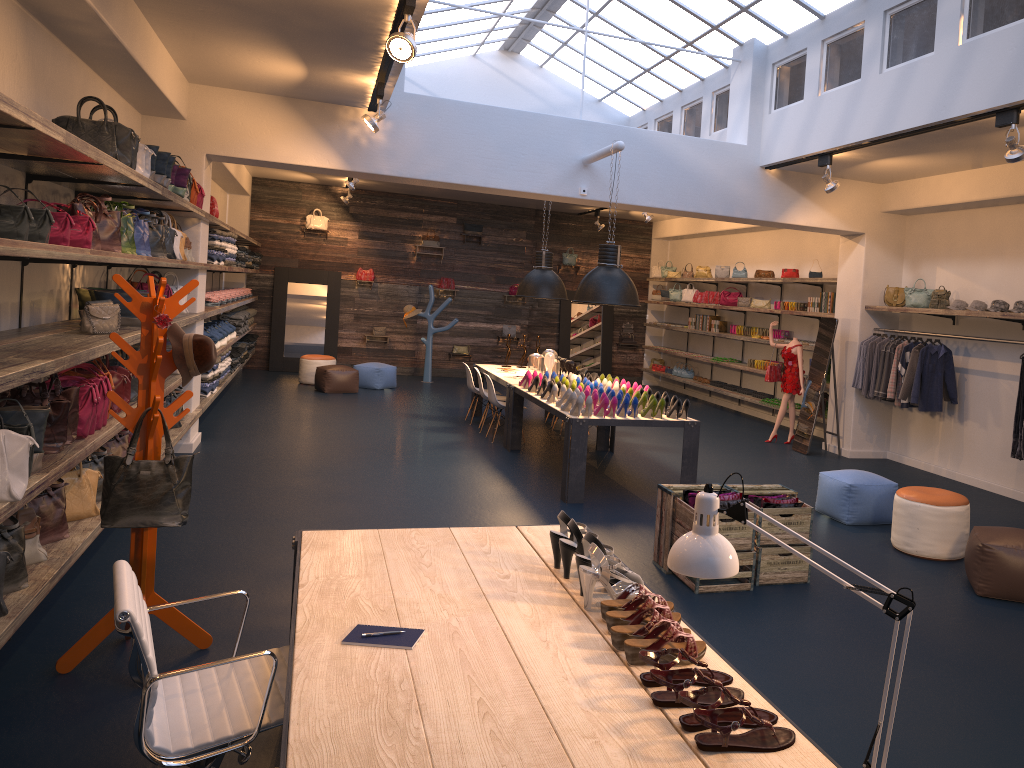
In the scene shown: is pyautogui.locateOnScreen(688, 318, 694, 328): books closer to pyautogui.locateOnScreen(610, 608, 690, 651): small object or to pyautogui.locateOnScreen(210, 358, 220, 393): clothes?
pyautogui.locateOnScreen(210, 358, 220, 393): clothes

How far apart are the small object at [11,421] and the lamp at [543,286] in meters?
Result: 7.5 m

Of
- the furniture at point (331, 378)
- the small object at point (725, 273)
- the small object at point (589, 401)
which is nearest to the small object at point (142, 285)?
→ the small object at point (589, 401)

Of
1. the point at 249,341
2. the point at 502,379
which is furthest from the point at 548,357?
the point at 249,341

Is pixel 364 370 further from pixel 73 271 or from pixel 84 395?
pixel 84 395

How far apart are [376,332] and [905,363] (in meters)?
10.28

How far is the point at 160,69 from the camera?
7.1 meters

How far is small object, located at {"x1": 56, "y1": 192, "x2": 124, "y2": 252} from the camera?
5.3m

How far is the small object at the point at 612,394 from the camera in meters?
8.2 m

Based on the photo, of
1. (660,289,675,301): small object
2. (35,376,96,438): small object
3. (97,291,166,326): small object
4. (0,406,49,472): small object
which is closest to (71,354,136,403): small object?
(97,291,166,326): small object
